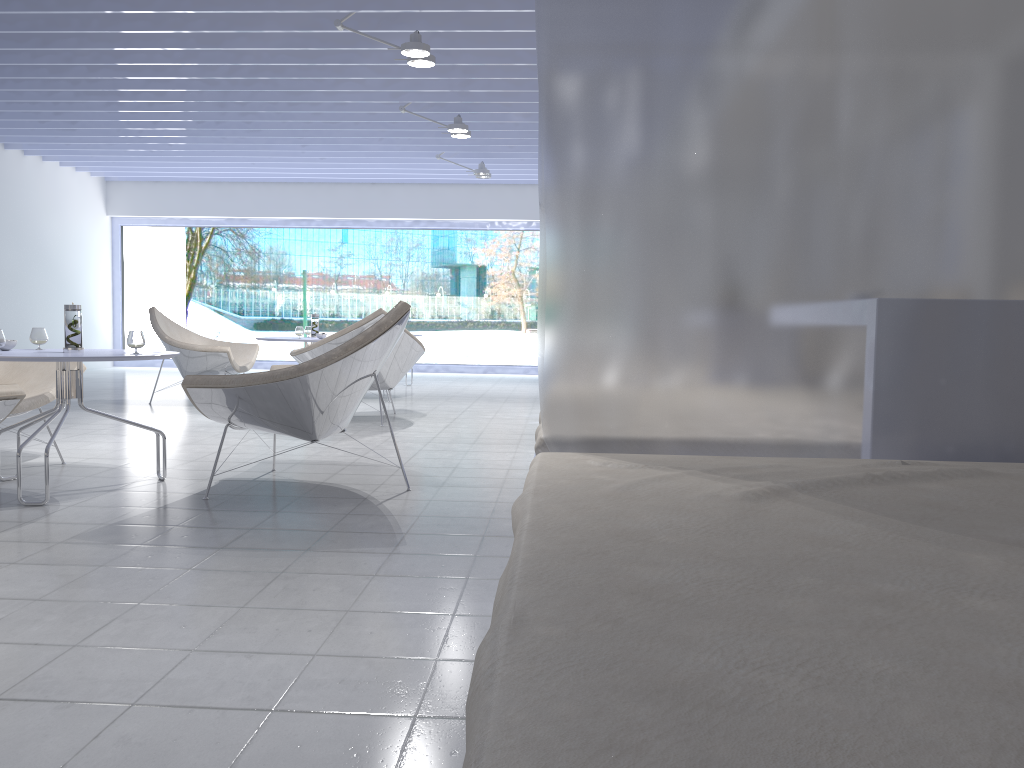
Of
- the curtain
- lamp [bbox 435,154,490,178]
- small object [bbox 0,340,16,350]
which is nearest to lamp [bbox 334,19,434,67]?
small object [bbox 0,340,16,350]

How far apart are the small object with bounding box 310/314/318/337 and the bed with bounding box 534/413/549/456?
4.70m

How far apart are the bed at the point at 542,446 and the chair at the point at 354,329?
3.4m

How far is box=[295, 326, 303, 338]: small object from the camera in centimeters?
646cm

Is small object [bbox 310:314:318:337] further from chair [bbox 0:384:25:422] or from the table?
chair [bbox 0:384:25:422]

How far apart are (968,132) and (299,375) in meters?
2.2

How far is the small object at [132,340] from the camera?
3.4m

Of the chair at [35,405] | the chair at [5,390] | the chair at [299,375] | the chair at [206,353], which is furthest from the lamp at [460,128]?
the chair at [5,390]

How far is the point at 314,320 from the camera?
6.78m

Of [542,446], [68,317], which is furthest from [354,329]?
[542,446]
